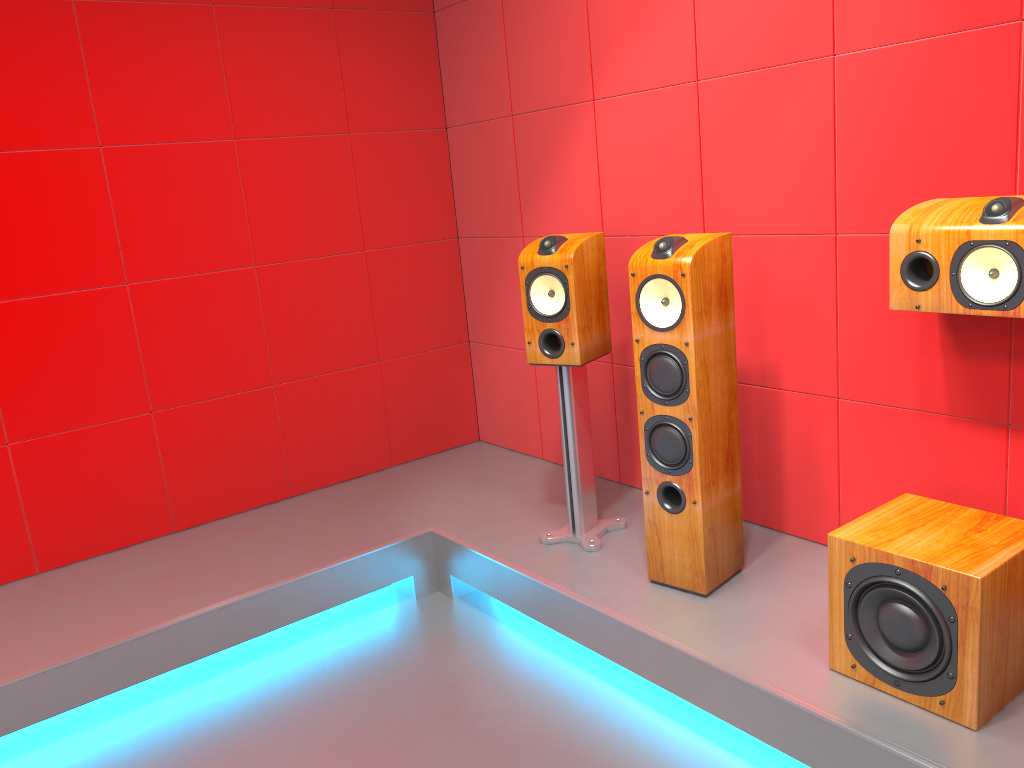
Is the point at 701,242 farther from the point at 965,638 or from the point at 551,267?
the point at 965,638

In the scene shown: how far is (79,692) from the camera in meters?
2.6

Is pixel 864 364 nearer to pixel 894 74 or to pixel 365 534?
pixel 894 74

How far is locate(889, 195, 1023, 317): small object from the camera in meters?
2.0 m

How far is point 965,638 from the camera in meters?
1.9

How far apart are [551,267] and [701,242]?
0.6 meters

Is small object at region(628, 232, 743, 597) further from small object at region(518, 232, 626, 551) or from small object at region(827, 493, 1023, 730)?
small object at region(827, 493, 1023, 730)

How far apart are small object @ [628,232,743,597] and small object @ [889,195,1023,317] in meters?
0.4

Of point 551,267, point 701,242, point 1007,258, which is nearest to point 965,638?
point 1007,258

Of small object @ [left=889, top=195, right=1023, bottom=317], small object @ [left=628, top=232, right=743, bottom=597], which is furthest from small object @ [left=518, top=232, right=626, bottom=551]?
small object @ [left=889, top=195, right=1023, bottom=317]
